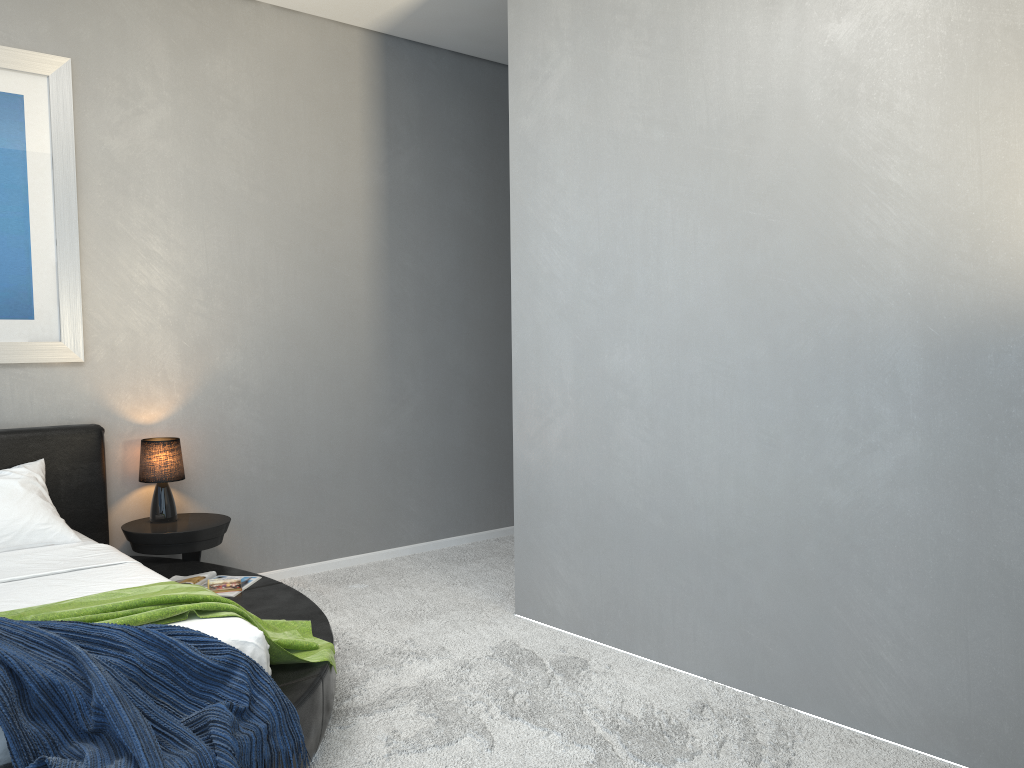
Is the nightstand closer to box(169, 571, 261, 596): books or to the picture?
box(169, 571, 261, 596): books

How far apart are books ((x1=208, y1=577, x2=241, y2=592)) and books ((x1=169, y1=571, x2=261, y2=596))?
0.0 meters

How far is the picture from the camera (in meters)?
3.97

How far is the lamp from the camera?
4.22m

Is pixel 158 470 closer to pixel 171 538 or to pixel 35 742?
pixel 171 538

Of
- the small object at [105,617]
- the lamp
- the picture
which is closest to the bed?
the small object at [105,617]

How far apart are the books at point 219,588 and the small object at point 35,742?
1.18m

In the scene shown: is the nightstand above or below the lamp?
below

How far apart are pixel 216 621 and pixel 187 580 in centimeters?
119cm

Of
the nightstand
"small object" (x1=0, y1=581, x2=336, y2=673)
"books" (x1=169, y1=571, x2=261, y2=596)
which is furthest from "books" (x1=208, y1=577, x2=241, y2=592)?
"small object" (x1=0, y1=581, x2=336, y2=673)
